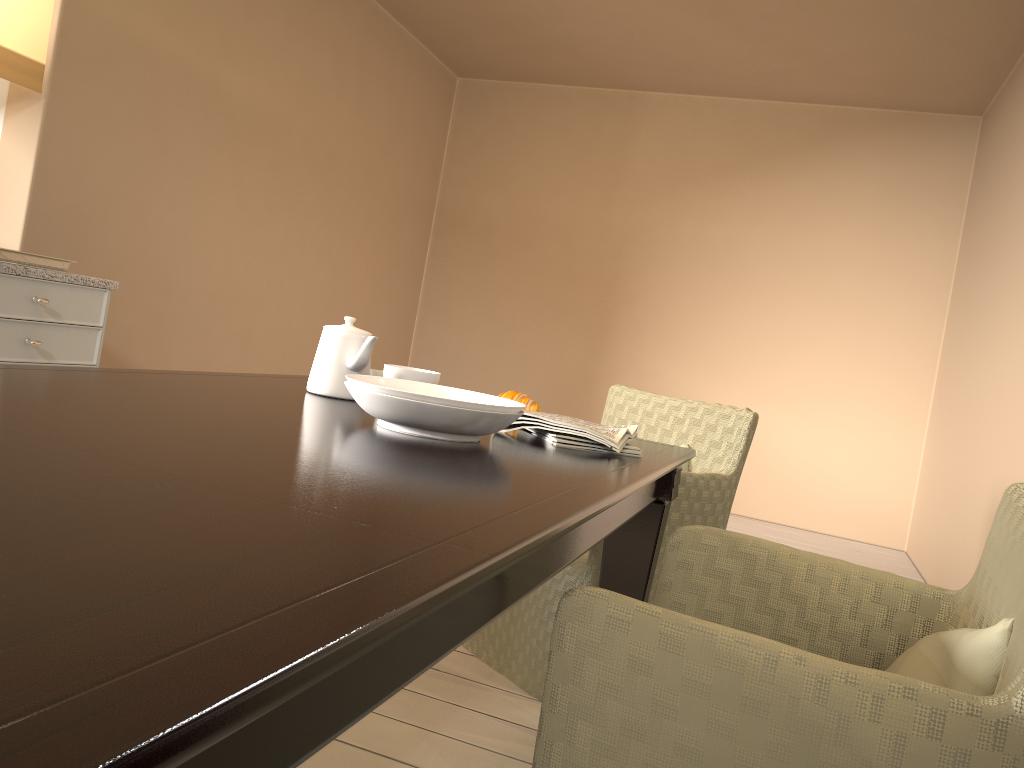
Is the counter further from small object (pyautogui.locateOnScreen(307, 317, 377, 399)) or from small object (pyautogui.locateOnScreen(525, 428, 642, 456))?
small object (pyautogui.locateOnScreen(525, 428, 642, 456))

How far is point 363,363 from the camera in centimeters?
165cm

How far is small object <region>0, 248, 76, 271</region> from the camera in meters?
2.4 m

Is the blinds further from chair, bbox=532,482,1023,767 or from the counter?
chair, bbox=532,482,1023,767

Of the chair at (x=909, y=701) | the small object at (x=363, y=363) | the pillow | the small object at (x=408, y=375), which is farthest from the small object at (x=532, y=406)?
the pillow

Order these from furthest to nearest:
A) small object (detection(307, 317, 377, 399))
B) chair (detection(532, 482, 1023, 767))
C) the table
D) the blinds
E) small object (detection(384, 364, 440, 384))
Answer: the blinds
small object (detection(384, 364, 440, 384))
small object (detection(307, 317, 377, 399))
chair (detection(532, 482, 1023, 767))
the table

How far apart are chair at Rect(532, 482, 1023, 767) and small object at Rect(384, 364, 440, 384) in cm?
64

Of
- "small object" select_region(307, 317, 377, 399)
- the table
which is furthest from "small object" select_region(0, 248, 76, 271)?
"small object" select_region(307, 317, 377, 399)

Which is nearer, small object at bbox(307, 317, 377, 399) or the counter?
small object at bbox(307, 317, 377, 399)

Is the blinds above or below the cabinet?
above
